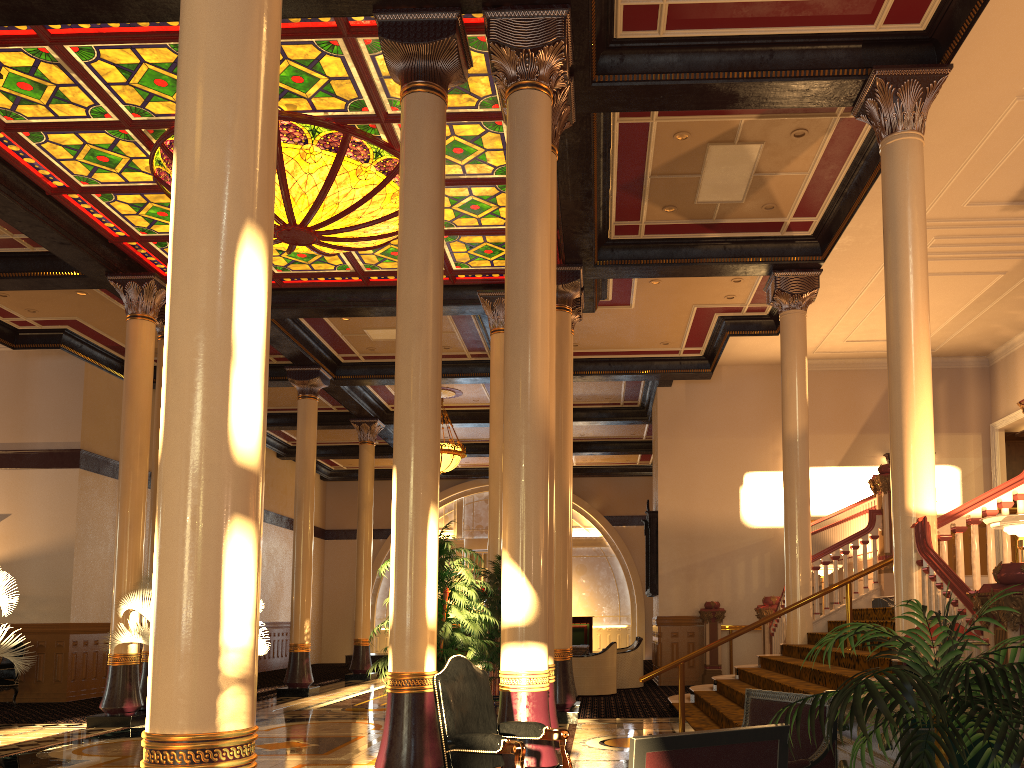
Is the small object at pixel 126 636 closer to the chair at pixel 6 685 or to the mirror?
the chair at pixel 6 685

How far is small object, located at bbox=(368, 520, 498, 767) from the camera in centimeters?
668cm

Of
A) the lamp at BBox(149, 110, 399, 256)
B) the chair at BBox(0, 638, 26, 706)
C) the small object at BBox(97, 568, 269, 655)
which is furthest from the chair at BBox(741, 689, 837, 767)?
the chair at BBox(0, 638, 26, 706)

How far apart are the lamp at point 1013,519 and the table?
9.79m

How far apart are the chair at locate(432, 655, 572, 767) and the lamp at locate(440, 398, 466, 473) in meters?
13.4 m

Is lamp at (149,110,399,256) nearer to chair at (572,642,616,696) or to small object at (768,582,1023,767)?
chair at (572,642,616,696)

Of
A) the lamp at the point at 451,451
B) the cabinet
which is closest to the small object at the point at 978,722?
the cabinet

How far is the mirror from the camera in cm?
1651

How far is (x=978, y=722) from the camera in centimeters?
255cm

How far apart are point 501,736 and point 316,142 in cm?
677
